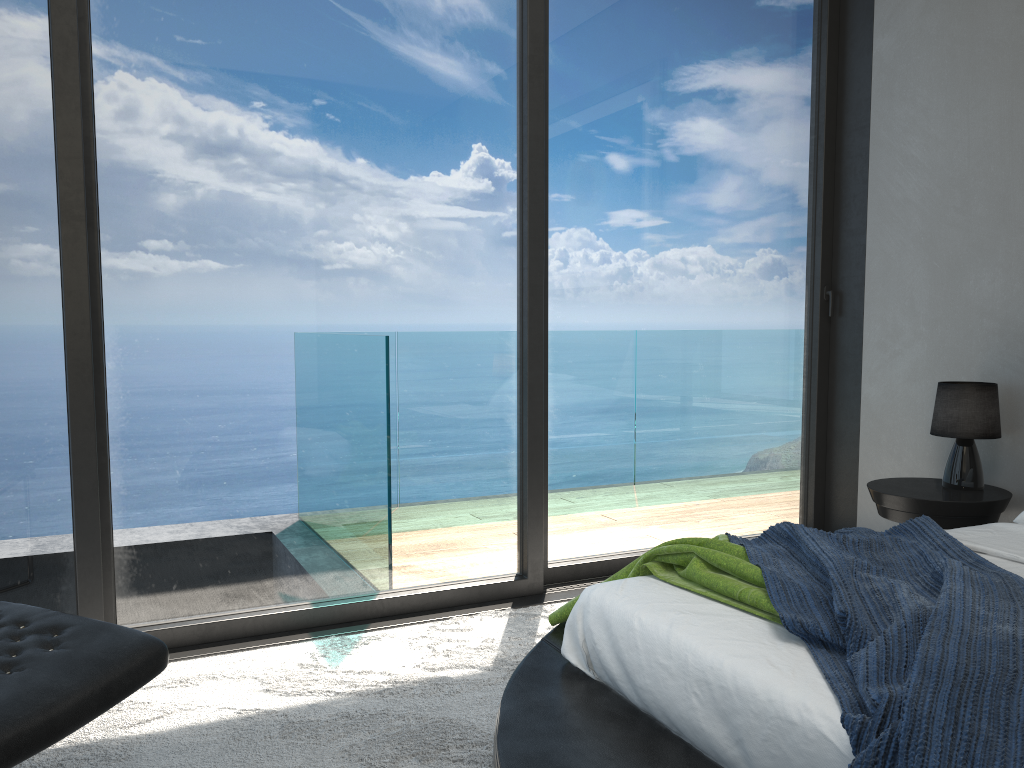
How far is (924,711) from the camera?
1.2m

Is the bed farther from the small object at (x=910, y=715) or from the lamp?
the lamp

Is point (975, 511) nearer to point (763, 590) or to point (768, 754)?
point (763, 590)

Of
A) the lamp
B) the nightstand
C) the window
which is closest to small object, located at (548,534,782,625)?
the window

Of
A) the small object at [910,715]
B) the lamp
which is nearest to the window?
the lamp

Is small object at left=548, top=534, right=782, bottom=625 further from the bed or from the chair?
the chair

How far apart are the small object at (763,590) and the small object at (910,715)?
0.0 meters

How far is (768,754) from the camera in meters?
1.4 m

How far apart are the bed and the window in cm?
107

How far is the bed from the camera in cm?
145
